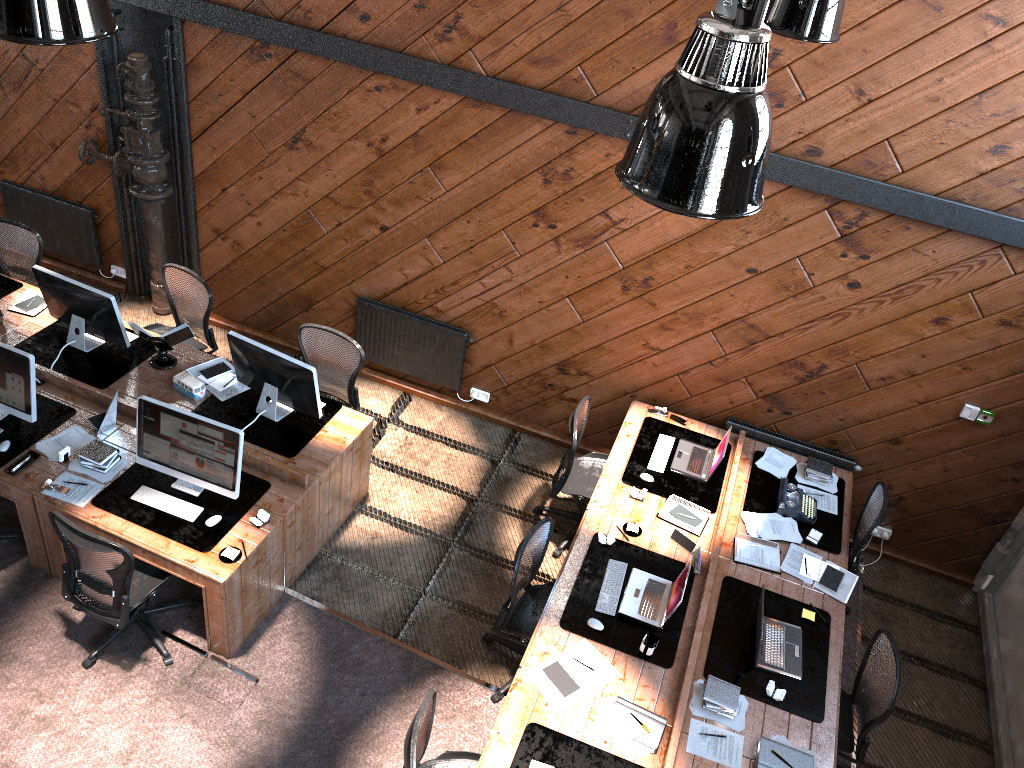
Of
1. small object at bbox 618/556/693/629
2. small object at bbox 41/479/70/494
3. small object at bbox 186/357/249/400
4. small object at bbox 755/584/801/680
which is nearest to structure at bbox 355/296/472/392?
small object at bbox 186/357/249/400

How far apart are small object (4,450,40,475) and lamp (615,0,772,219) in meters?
4.5 m

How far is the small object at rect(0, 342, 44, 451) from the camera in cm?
554

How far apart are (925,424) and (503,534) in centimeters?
318cm

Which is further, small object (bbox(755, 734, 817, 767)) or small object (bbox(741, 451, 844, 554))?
small object (bbox(741, 451, 844, 554))

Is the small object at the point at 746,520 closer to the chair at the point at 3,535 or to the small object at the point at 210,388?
the small object at the point at 210,388

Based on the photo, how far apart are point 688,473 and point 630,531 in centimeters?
80cm

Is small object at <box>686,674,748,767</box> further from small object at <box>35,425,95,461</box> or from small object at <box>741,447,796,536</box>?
small object at <box>35,425,95,461</box>

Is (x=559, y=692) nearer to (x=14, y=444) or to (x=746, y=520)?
(x=746, y=520)

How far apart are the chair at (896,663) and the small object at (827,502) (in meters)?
1.28
